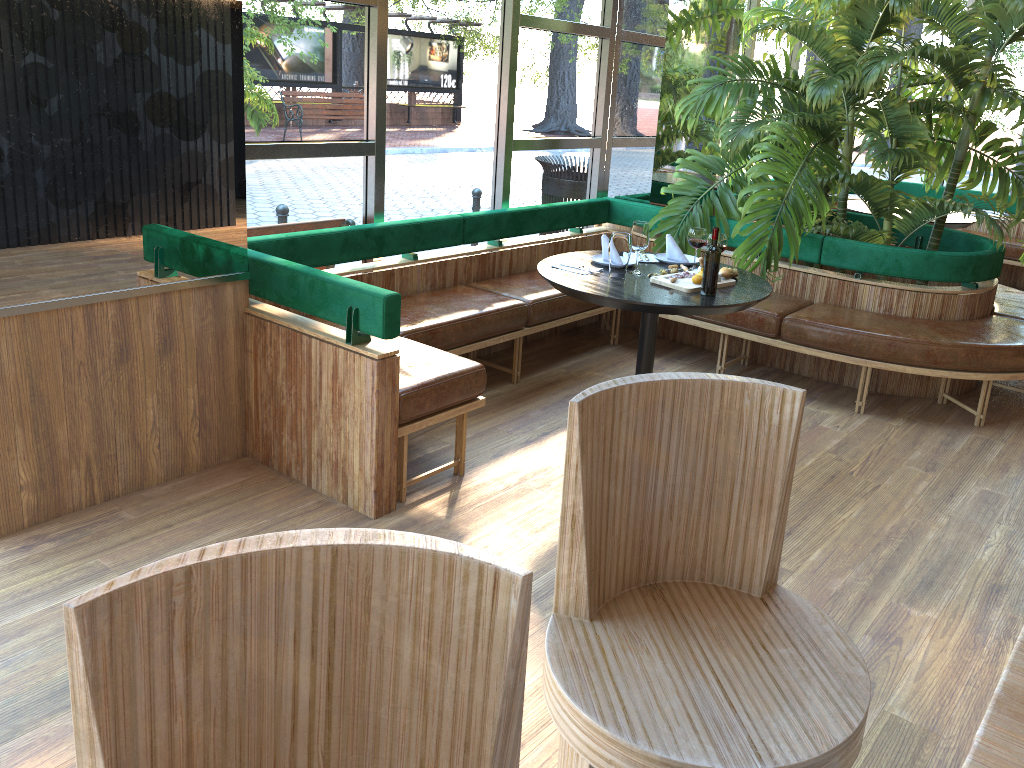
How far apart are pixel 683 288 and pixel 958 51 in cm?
236

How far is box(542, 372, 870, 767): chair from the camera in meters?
1.4

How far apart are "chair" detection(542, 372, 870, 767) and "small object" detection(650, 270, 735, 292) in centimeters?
223cm

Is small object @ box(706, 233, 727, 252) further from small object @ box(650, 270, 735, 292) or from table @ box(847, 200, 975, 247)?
table @ box(847, 200, 975, 247)

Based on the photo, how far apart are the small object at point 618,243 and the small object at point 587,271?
0.1m

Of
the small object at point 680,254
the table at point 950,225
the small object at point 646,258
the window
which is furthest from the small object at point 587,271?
the table at point 950,225

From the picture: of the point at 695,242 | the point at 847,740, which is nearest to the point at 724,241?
the point at 695,242

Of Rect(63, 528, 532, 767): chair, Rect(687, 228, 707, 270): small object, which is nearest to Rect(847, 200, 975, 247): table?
Rect(687, 228, 707, 270): small object

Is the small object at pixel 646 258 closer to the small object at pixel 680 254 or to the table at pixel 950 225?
the small object at pixel 680 254

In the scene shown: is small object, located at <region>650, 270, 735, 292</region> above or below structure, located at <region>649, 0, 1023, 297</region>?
below
